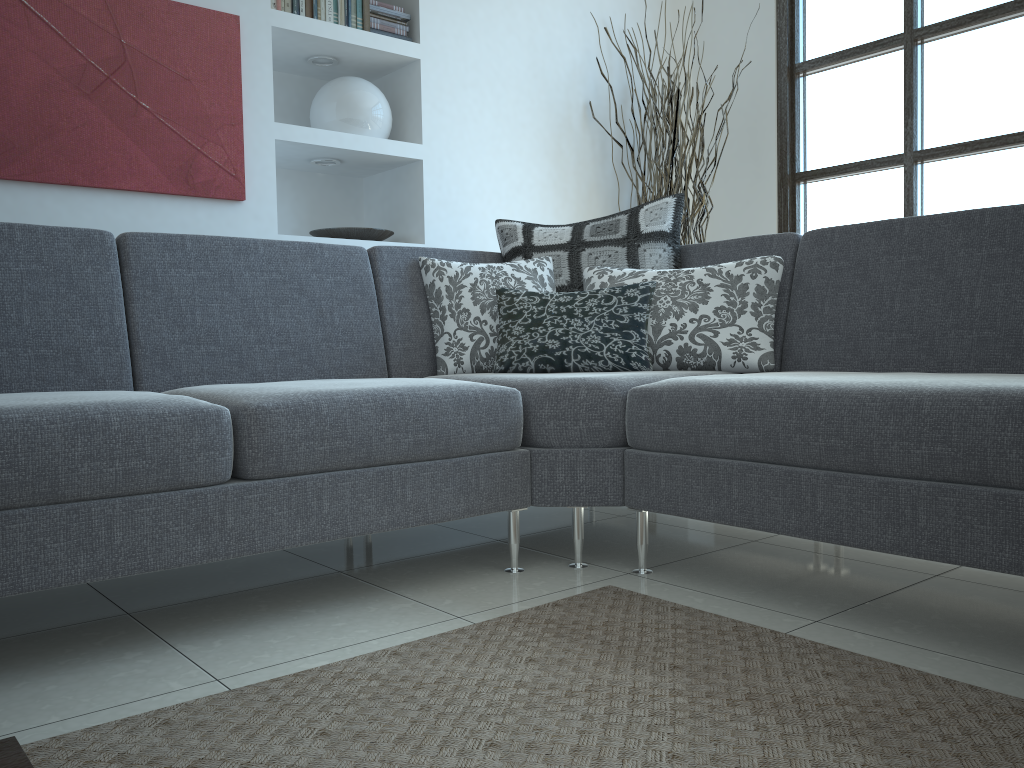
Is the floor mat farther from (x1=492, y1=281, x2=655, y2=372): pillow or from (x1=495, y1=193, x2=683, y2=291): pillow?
(x1=495, y1=193, x2=683, y2=291): pillow

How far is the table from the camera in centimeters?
72cm

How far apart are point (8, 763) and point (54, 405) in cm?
92

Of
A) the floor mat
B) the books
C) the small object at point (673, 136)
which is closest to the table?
the floor mat

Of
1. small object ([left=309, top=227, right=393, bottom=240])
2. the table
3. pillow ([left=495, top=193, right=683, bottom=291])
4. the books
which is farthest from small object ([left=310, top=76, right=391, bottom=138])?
the table

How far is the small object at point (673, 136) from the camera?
4.0 meters

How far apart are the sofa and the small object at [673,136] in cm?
127

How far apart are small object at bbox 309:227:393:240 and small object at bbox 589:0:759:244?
1.2m

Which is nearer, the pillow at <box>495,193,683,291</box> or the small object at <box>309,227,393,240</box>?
the pillow at <box>495,193,683,291</box>

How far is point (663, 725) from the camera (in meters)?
1.28
